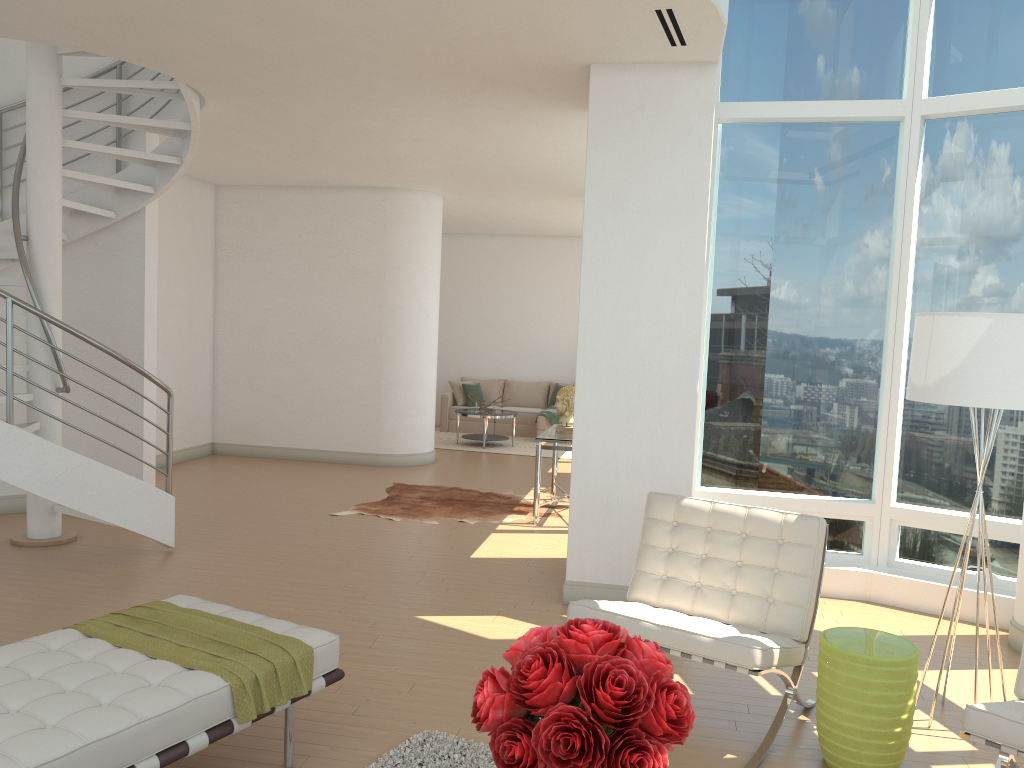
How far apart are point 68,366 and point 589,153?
5.0m

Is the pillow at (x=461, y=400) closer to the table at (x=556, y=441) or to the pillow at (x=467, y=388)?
the pillow at (x=467, y=388)

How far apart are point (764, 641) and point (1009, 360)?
1.6m

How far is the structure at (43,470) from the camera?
5.75m

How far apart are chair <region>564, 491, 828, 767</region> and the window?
1.9 meters

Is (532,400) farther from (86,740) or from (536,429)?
(86,740)

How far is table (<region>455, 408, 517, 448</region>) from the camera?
12.8m

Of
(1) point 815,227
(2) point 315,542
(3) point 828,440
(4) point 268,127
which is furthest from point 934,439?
(4) point 268,127

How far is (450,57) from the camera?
5.5m

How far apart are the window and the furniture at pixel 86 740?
3.5m
